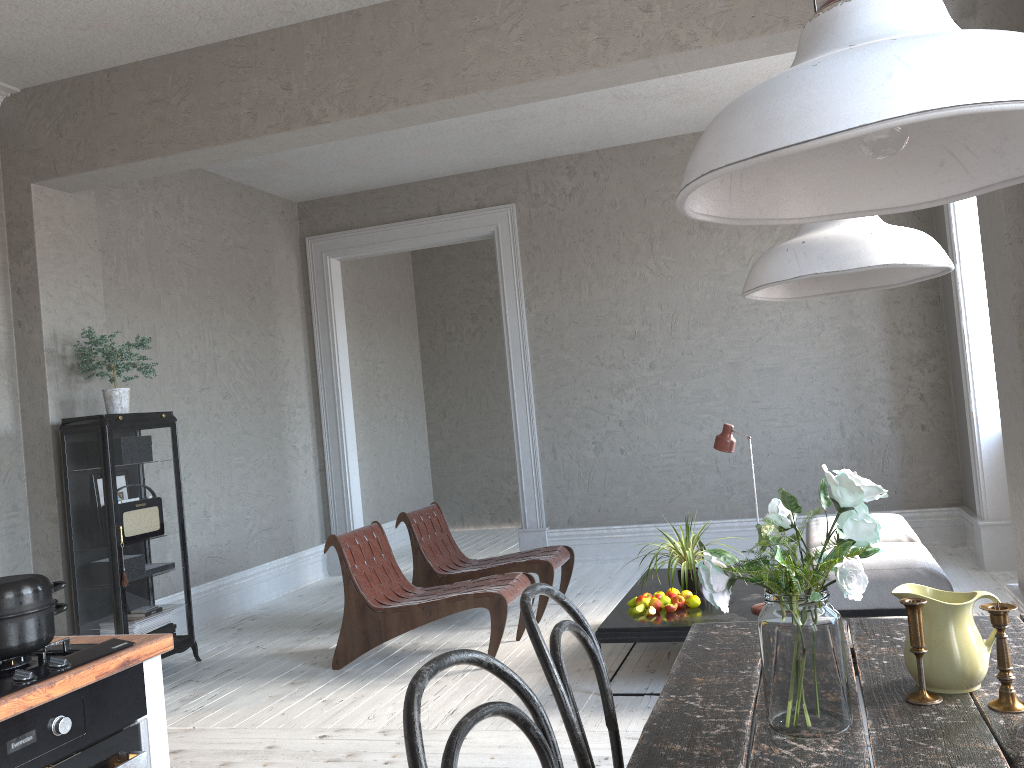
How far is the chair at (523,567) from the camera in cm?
531

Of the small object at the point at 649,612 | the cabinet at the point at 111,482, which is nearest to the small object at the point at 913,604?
the small object at the point at 649,612

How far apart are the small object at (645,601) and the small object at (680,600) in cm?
14

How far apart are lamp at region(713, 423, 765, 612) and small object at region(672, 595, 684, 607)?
0.3 meters

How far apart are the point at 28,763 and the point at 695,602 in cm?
298

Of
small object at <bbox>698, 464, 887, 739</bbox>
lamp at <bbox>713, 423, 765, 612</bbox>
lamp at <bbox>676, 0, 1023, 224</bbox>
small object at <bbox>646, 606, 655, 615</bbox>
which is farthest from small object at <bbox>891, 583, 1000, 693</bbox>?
small object at <bbox>646, 606, 655, 615</bbox>

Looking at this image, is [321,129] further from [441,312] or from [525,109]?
[441,312]

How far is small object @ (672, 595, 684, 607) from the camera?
4.07m

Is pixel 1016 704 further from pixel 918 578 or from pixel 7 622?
pixel 918 578

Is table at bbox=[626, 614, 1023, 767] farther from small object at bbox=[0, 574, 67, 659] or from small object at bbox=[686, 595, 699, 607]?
small object at bbox=[686, 595, 699, 607]
